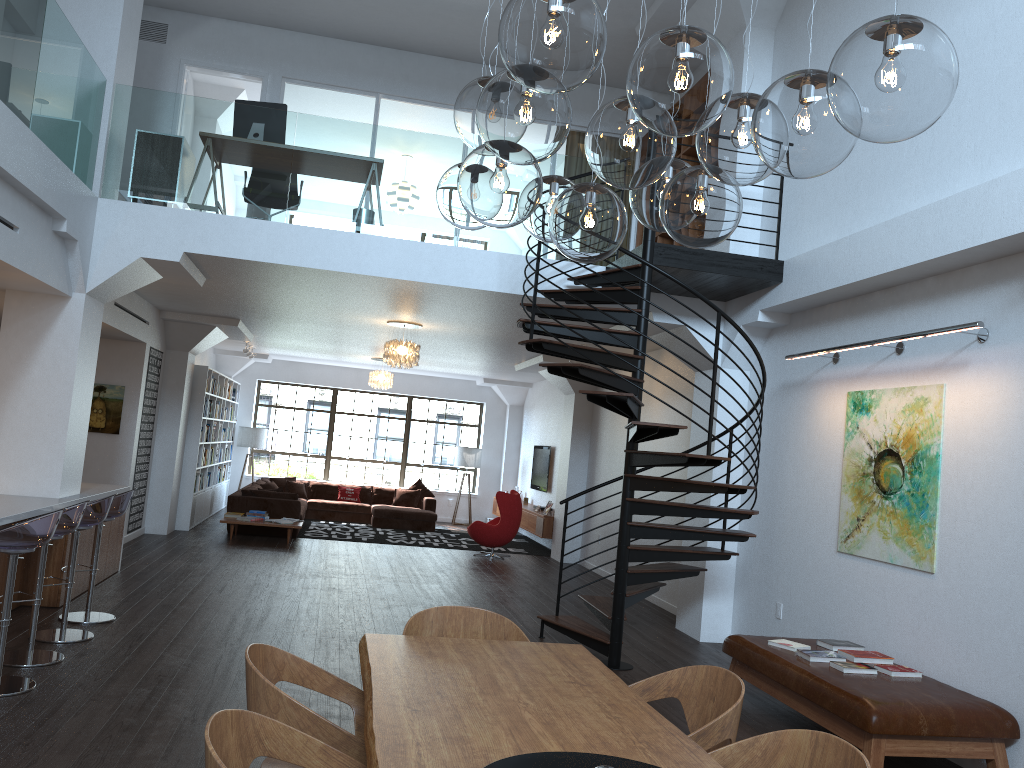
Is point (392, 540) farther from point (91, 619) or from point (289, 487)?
point (91, 619)

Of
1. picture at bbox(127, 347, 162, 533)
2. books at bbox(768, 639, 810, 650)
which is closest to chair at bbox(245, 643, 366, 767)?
books at bbox(768, 639, 810, 650)

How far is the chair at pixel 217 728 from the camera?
2.3m

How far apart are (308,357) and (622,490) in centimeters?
1095cm

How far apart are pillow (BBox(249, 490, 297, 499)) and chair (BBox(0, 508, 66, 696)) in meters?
8.3

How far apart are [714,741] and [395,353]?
8.0m

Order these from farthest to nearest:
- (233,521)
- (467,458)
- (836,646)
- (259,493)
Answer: (467,458), (259,493), (233,521), (836,646)

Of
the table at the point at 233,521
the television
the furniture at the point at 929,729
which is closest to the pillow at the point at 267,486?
the table at the point at 233,521

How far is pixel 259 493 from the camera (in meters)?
13.32

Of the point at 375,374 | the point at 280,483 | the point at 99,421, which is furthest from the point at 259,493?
the point at 280,483
